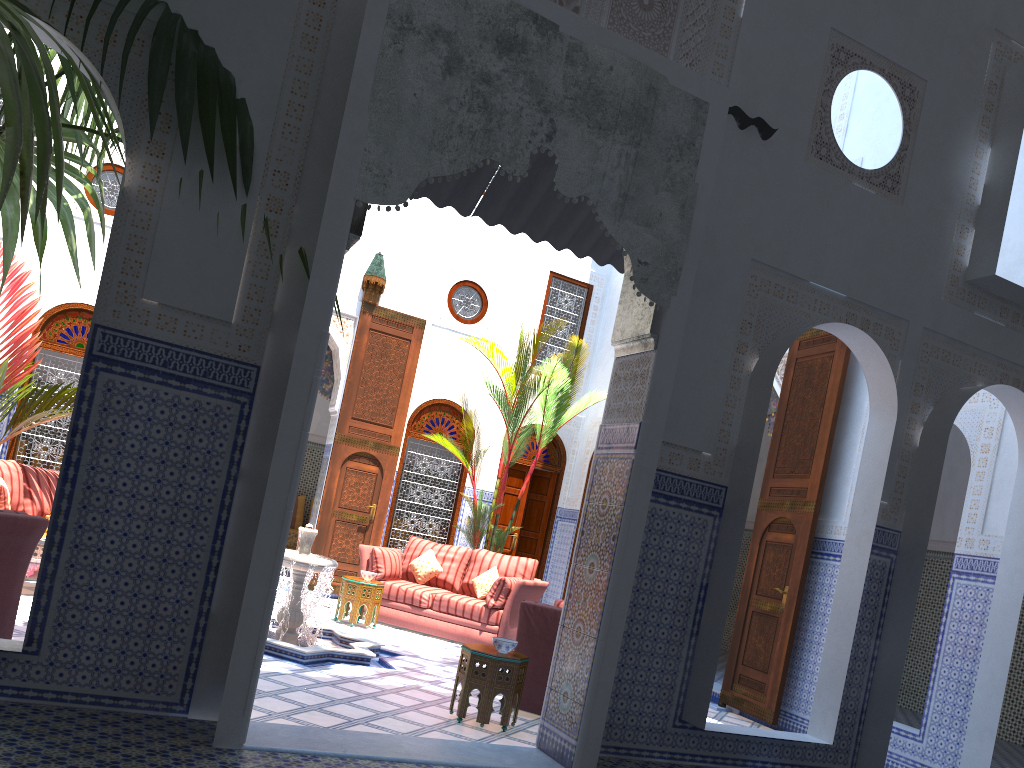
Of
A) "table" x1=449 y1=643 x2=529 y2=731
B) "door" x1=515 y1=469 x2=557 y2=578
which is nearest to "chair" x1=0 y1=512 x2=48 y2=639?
"table" x1=449 y1=643 x2=529 y2=731

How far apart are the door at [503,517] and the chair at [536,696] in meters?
3.9

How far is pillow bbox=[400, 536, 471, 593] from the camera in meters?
6.6

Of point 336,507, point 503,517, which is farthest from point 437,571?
point 503,517

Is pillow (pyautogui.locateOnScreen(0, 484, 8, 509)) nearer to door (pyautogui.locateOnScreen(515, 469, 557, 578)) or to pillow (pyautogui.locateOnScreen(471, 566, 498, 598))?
pillow (pyautogui.locateOnScreen(471, 566, 498, 598))

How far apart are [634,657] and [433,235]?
5.4m

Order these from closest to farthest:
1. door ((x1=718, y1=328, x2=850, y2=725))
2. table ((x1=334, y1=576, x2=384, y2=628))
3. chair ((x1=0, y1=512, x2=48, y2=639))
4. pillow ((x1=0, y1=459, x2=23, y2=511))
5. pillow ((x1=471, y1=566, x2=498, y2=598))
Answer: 1. chair ((x1=0, y1=512, x2=48, y2=639))
2. door ((x1=718, y1=328, x2=850, y2=725))
3. pillow ((x1=0, y1=459, x2=23, y2=511))
4. table ((x1=334, y1=576, x2=384, y2=628))
5. pillow ((x1=471, y1=566, x2=498, y2=598))

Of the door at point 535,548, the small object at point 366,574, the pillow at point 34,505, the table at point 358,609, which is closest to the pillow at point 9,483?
the pillow at point 34,505

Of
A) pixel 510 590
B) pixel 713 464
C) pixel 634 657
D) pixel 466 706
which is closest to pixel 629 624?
pixel 634 657

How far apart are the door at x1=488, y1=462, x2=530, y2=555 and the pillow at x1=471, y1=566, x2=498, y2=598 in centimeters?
161cm
